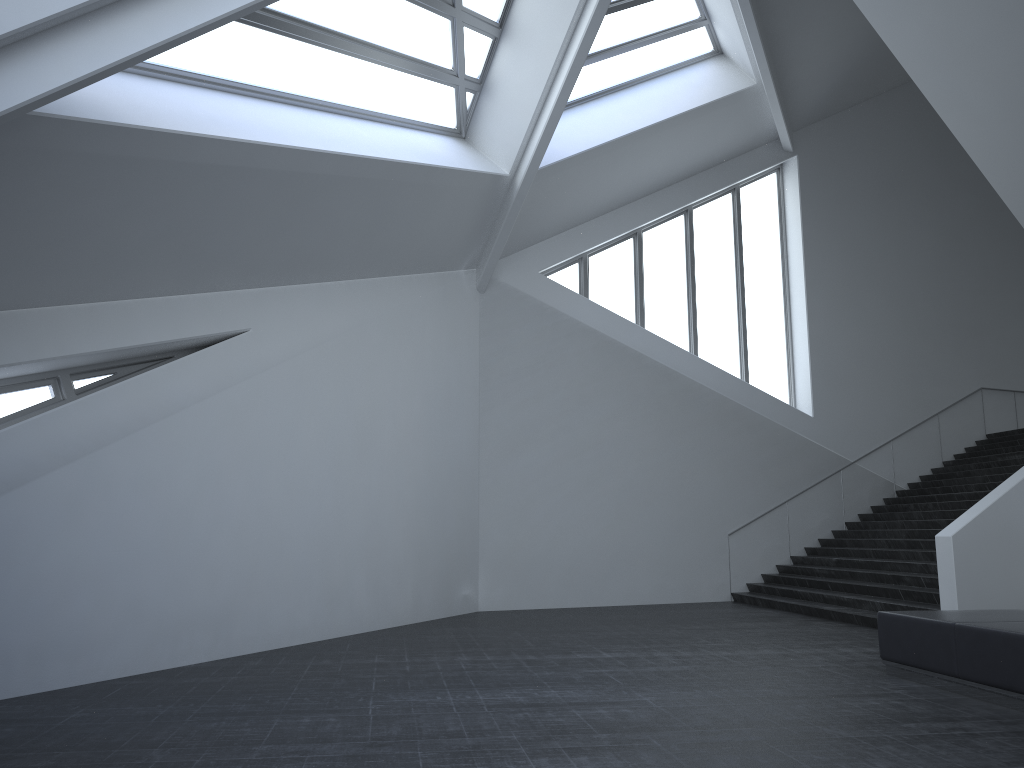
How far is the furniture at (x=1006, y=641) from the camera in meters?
6.6 m

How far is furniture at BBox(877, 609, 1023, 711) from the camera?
6.6m

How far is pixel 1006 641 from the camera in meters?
6.6

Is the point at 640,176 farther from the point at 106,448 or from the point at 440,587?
the point at 106,448
